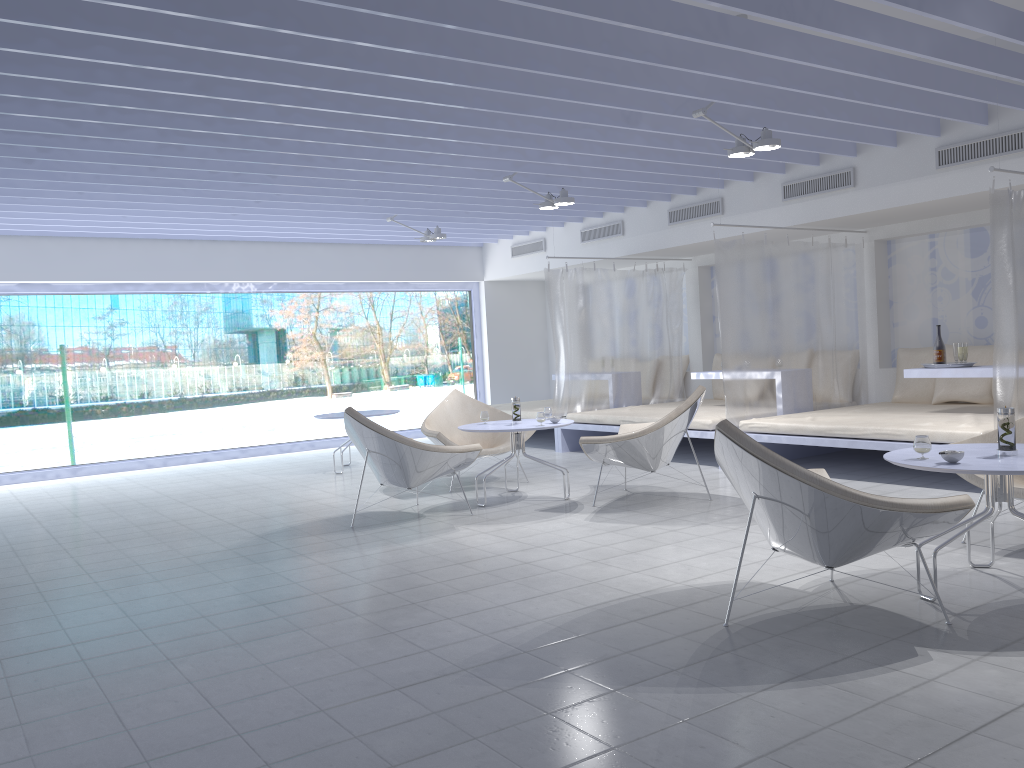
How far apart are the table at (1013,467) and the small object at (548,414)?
3.04m

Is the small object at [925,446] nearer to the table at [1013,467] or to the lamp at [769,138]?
the table at [1013,467]

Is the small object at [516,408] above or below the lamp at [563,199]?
below

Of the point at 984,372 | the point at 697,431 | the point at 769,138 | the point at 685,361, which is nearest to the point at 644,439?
the point at 697,431

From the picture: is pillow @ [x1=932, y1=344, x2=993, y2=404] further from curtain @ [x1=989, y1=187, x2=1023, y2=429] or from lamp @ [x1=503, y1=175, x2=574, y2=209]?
lamp @ [x1=503, y1=175, x2=574, y2=209]

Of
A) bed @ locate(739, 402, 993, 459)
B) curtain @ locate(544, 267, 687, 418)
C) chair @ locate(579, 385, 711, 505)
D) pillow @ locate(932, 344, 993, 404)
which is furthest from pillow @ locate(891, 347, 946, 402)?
chair @ locate(579, 385, 711, 505)

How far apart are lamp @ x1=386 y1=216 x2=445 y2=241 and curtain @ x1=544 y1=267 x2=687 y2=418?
1.17m

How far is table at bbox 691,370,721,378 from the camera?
8.2 meters

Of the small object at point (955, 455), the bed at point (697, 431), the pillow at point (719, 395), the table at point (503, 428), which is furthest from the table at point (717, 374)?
the small object at point (955, 455)

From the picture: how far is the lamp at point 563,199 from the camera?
7.23m
